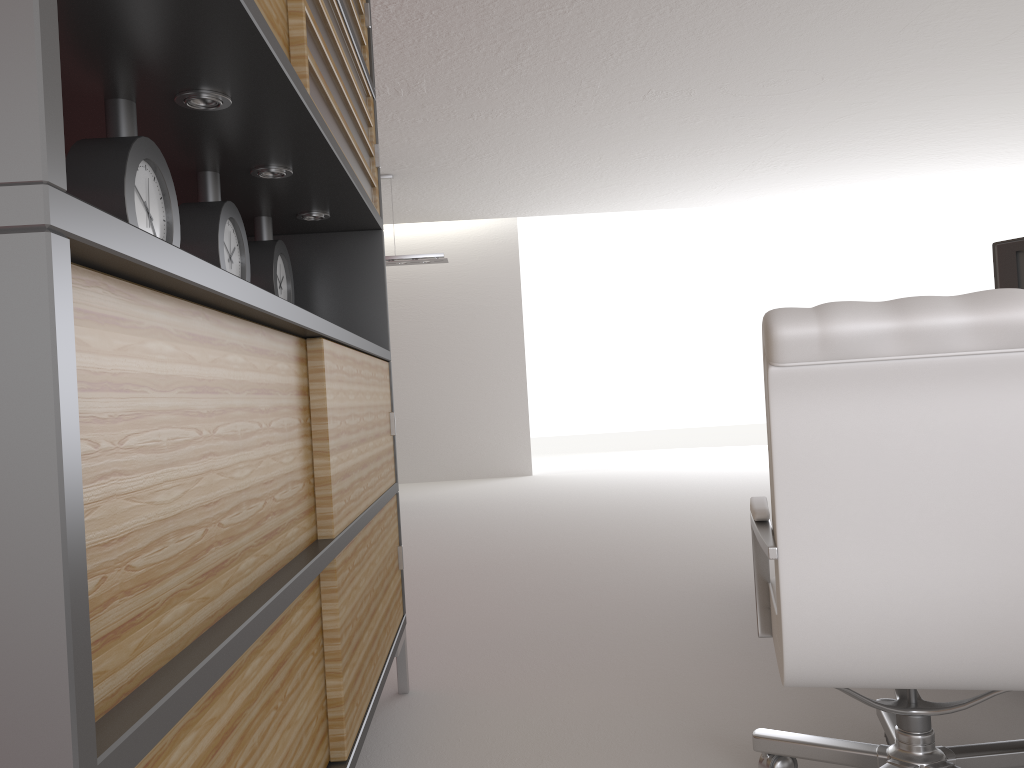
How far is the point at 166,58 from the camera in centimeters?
215cm

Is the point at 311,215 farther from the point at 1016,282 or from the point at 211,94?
the point at 1016,282

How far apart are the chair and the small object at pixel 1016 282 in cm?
180

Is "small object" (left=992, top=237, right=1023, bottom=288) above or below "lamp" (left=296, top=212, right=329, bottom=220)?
below

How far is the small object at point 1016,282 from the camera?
3.9m

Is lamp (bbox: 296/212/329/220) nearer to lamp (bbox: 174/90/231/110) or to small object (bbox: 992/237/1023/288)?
lamp (bbox: 174/90/231/110)

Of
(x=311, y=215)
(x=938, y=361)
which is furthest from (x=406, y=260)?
(x=938, y=361)

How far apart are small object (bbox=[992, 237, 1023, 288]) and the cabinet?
2.8m

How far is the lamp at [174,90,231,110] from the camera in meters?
2.4

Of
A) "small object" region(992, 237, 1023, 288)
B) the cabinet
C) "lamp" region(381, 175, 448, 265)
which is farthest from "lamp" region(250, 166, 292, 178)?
"lamp" region(381, 175, 448, 265)
